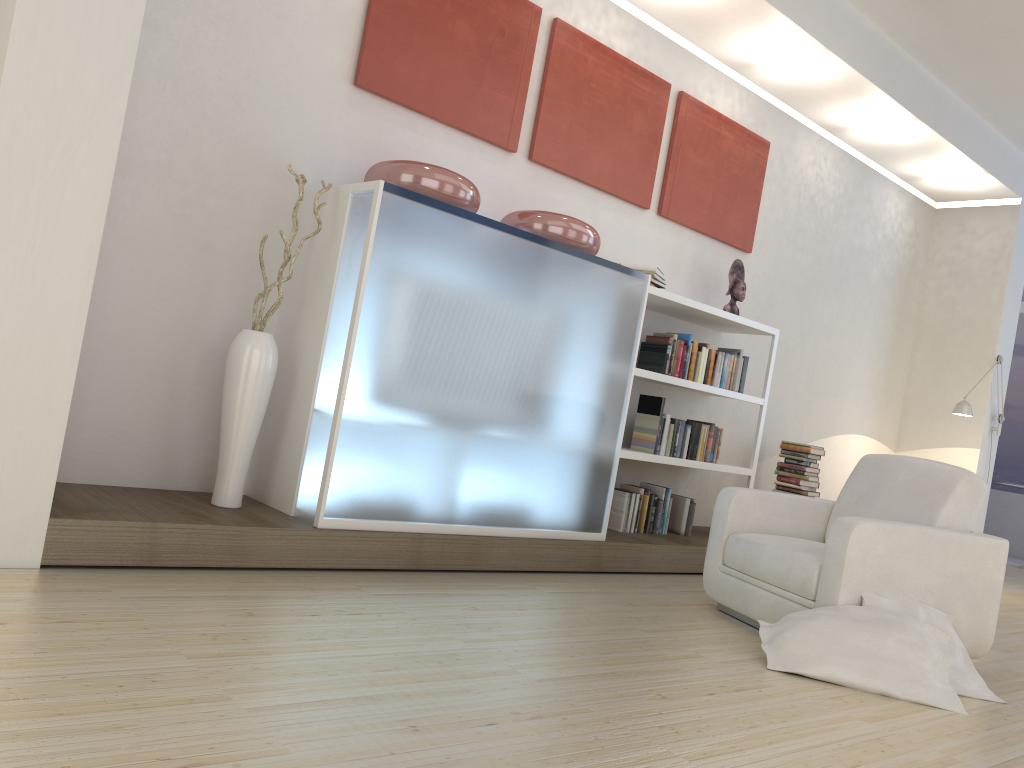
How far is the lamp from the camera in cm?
693

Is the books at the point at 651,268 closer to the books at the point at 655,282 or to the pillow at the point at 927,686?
the books at the point at 655,282

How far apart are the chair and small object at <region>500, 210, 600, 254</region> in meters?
1.3

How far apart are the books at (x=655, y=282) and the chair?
1.4 meters

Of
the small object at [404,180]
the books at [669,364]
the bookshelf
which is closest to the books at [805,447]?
the bookshelf

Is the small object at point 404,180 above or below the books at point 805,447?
above

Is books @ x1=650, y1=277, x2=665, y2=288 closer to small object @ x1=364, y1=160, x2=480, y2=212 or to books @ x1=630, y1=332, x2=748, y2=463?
books @ x1=630, y1=332, x2=748, y2=463

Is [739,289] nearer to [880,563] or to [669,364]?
[669,364]

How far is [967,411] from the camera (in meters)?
6.93

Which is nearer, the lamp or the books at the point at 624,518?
the books at the point at 624,518
